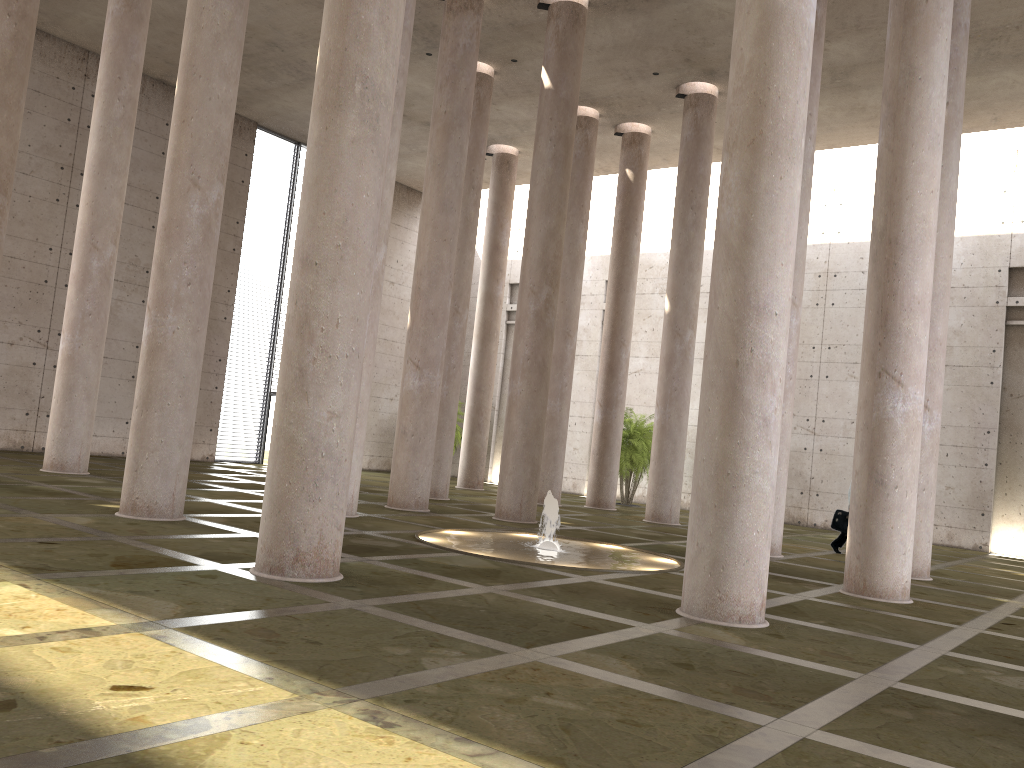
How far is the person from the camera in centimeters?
1746cm

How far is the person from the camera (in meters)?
17.46

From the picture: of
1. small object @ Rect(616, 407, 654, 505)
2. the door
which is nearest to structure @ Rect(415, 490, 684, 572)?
small object @ Rect(616, 407, 654, 505)

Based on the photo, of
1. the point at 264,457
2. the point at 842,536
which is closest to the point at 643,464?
the point at 842,536

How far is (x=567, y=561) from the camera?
11.8 meters

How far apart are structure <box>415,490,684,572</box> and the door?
15.5m

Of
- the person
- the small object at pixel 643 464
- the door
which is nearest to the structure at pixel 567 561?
the person

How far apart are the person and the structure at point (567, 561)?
5.64m

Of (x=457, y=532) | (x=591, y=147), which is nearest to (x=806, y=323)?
(x=591, y=147)

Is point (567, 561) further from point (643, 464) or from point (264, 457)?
point (264, 457)
